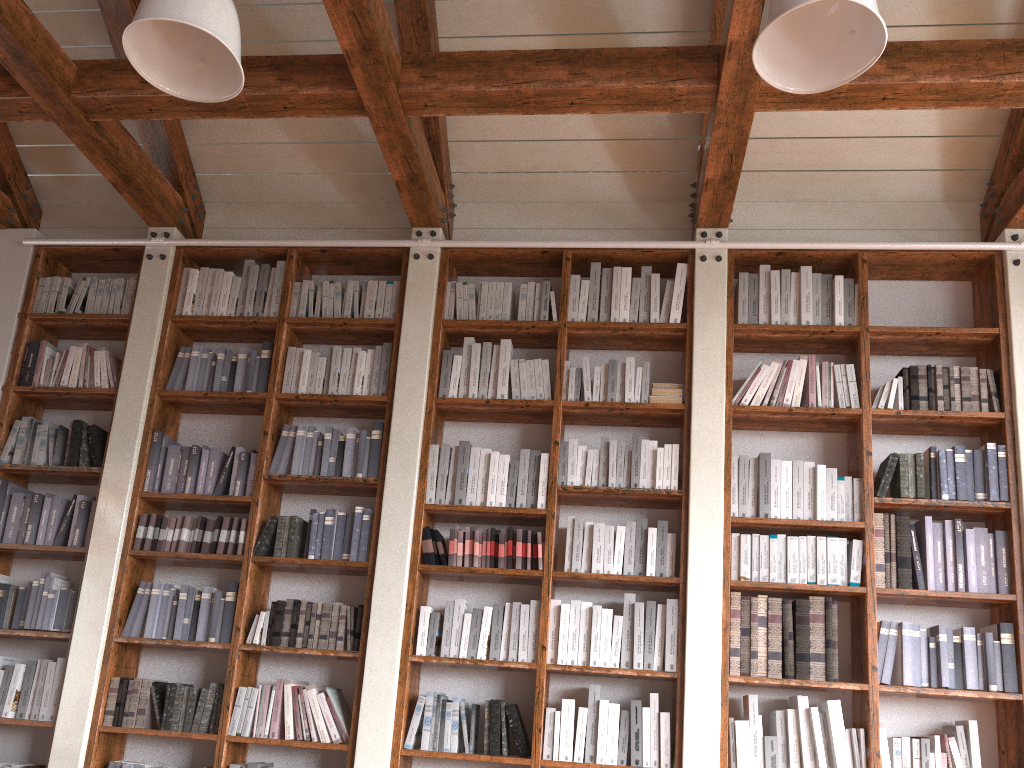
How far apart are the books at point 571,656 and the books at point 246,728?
1.47m

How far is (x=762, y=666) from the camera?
3.9 meters

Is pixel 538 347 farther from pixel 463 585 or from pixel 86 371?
pixel 86 371

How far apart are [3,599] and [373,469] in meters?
2.0

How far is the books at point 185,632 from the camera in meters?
4.3

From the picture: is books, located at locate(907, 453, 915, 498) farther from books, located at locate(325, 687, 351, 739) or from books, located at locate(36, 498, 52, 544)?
books, located at locate(36, 498, 52, 544)

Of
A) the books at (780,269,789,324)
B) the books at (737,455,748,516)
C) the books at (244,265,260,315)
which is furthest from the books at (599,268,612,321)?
the books at (244,265,260,315)

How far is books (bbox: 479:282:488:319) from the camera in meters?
4.7 m

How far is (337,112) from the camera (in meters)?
4.06

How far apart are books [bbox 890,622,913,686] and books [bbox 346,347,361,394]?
2.89m
